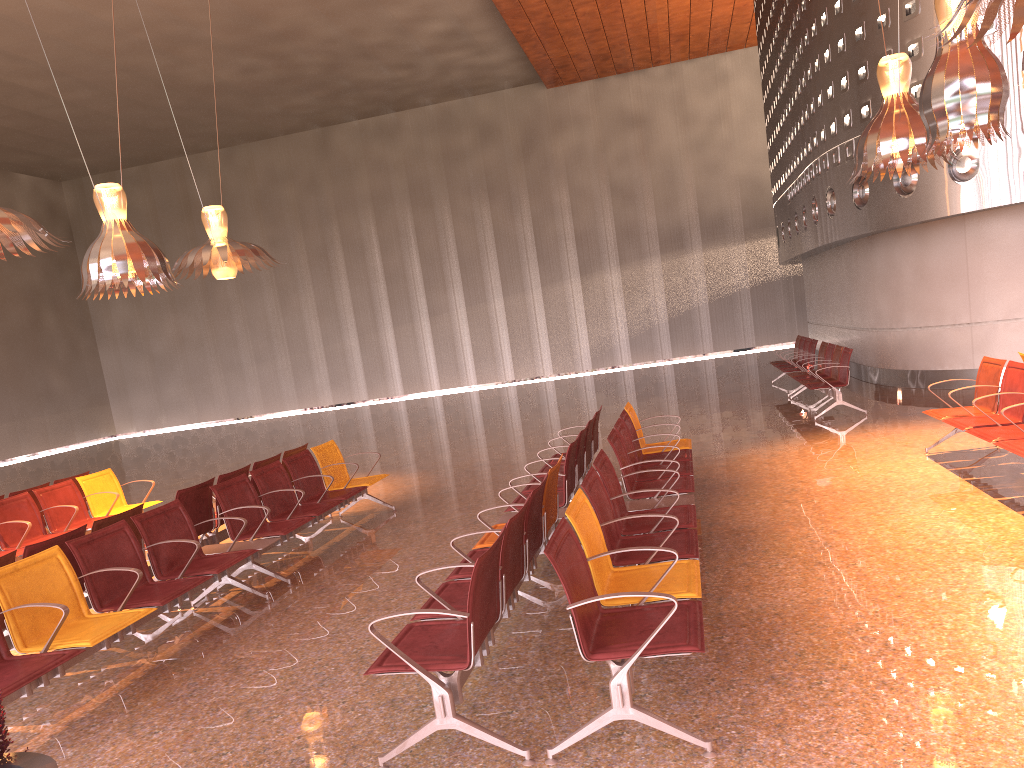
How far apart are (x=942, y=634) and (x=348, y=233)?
28.3 meters

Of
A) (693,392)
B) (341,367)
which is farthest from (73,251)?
(693,392)

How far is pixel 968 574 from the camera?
4.9m
